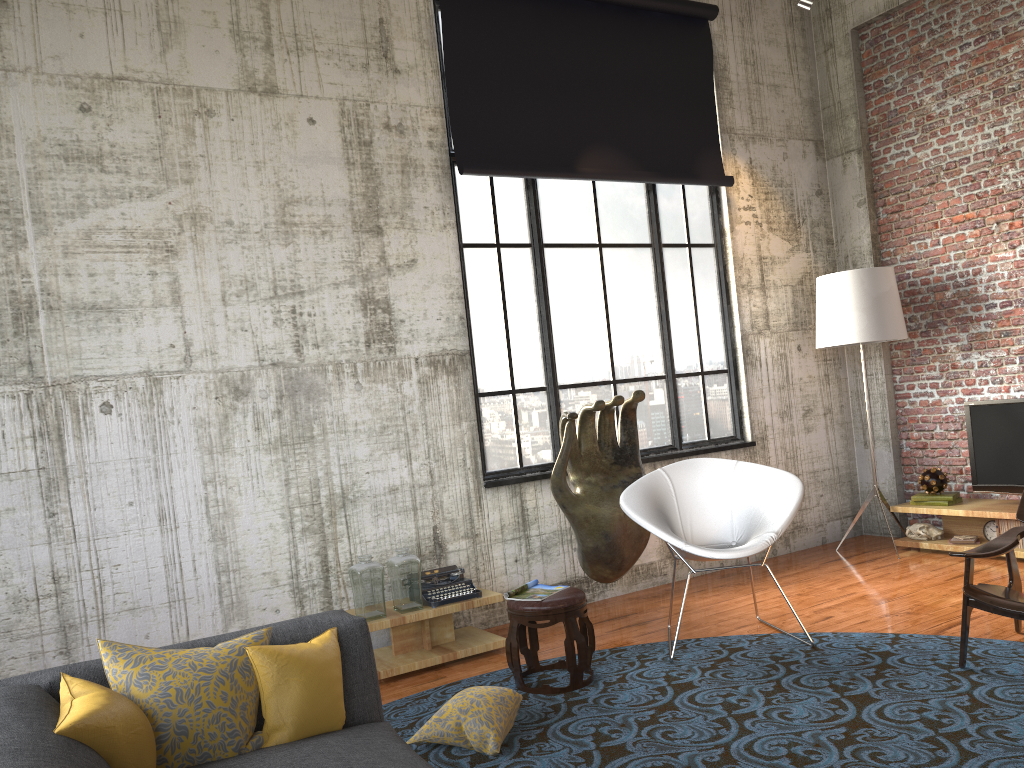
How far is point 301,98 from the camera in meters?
5.5 m

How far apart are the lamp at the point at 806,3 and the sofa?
5.5m

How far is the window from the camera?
6.2 meters

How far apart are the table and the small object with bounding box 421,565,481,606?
0.0 meters

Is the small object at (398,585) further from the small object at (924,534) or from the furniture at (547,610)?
the small object at (924,534)

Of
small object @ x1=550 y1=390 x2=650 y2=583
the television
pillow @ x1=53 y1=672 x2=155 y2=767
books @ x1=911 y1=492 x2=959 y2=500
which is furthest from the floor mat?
books @ x1=911 y1=492 x2=959 y2=500

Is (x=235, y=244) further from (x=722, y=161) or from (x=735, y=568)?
(x=735, y=568)

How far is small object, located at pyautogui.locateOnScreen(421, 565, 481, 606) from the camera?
5.3m

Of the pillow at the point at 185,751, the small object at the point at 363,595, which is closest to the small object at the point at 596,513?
the small object at the point at 363,595

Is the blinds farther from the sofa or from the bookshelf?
the sofa
